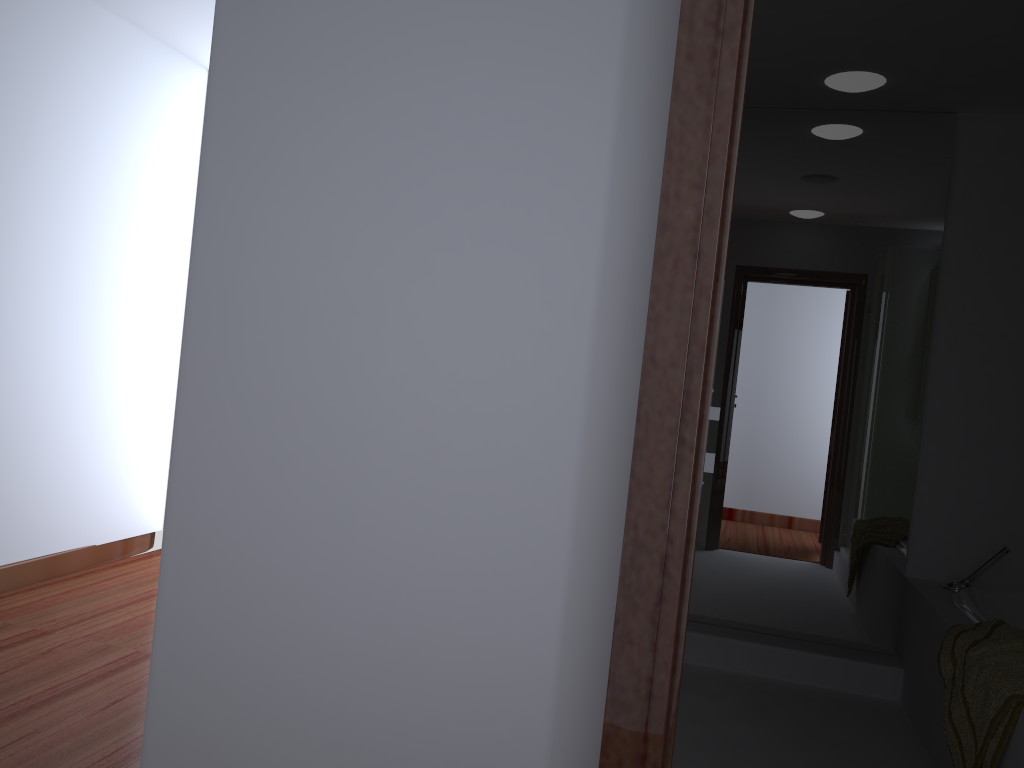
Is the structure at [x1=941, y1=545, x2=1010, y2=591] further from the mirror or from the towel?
the towel

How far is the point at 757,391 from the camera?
3.71m

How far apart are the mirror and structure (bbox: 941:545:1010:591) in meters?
0.2

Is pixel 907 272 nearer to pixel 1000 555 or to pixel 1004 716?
pixel 1000 555

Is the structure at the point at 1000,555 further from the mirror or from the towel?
the towel

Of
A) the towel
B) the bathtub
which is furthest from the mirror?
the towel

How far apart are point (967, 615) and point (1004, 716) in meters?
0.8 m

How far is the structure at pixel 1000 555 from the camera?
3.3m

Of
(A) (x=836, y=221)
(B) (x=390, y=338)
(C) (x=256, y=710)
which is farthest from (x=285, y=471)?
(A) (x=836, y=221)

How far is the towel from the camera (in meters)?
2.17
